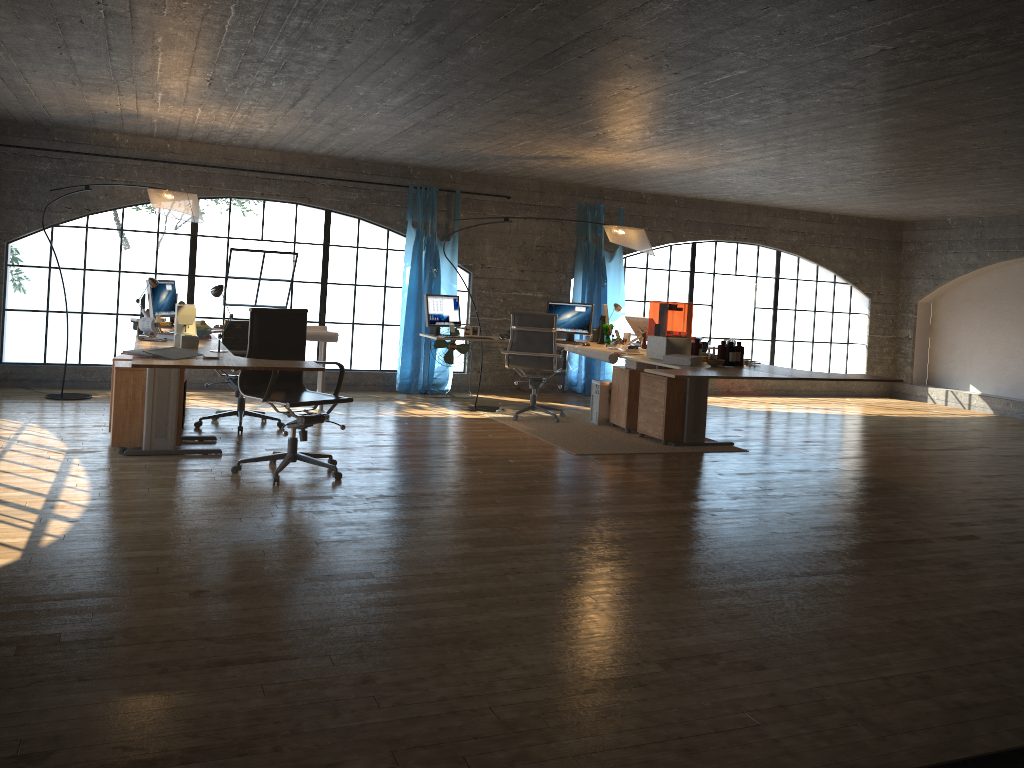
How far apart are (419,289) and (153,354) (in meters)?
5.04

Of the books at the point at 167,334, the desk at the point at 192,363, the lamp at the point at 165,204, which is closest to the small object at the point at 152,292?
the lamp at the point at 165,204

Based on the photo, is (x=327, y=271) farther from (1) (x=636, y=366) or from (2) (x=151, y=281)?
(1) (x=636, y=366)

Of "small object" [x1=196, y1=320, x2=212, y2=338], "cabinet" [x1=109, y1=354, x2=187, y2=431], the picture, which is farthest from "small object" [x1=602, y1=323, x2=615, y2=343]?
"cabinet" [x1=109, y1=354, x2=187, y2=431]

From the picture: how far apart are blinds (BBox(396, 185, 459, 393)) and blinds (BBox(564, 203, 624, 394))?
1.6m

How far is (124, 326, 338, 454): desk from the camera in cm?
461

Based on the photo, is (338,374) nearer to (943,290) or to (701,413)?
(701,413)

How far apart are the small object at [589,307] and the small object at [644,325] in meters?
0.5

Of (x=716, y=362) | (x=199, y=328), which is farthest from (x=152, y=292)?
(x=716, y=362)

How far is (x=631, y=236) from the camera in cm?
797
